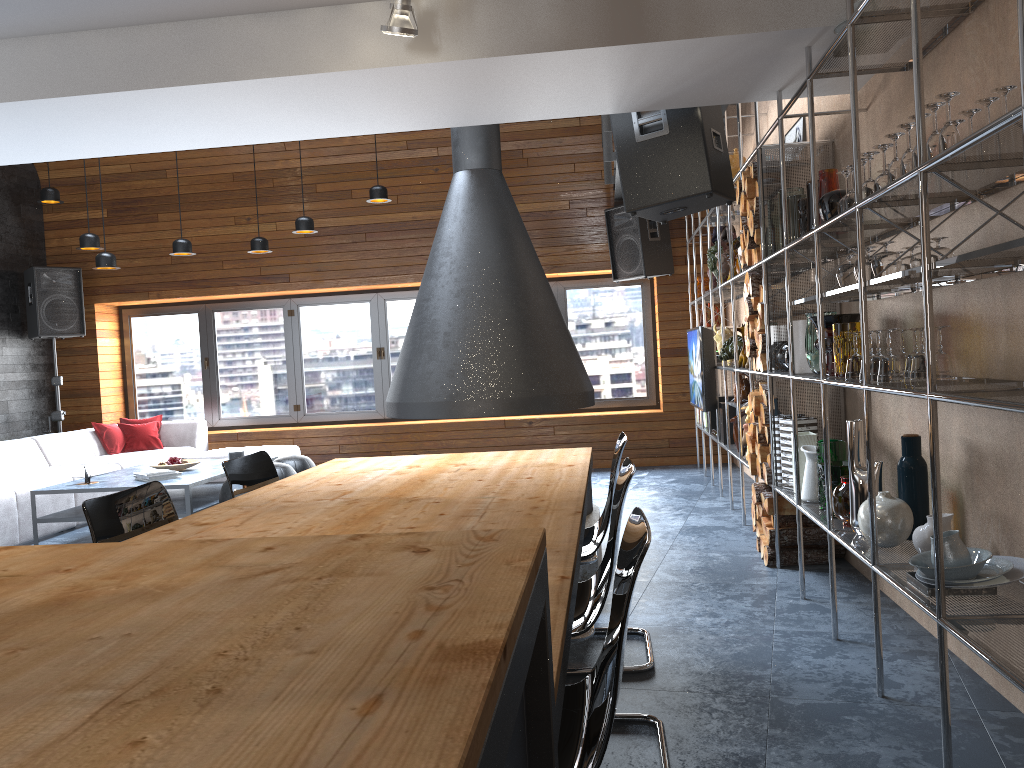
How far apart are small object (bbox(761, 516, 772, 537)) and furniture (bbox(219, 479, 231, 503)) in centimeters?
346cm

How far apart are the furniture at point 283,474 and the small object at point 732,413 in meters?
3.2

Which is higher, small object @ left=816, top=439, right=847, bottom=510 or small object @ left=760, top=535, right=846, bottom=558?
small object @ left=816, top=439, right=847, bottom=510

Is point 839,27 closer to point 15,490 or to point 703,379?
point 703,379

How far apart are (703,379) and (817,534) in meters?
2.2

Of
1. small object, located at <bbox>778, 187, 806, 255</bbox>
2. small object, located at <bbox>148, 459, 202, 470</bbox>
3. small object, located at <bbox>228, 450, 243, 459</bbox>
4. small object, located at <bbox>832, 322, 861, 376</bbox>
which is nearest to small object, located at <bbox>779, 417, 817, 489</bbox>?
small object, located at <bbox>832, 322, 861, 376</bbox>

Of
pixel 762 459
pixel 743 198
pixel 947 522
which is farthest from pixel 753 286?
pixel 947 522

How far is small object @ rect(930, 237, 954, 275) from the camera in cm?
278

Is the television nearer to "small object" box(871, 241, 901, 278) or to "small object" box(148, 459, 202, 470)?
"small object" box(871, 241, 901, 278)

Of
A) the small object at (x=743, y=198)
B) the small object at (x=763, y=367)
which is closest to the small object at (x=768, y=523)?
the small object at (x=763, y=367)
